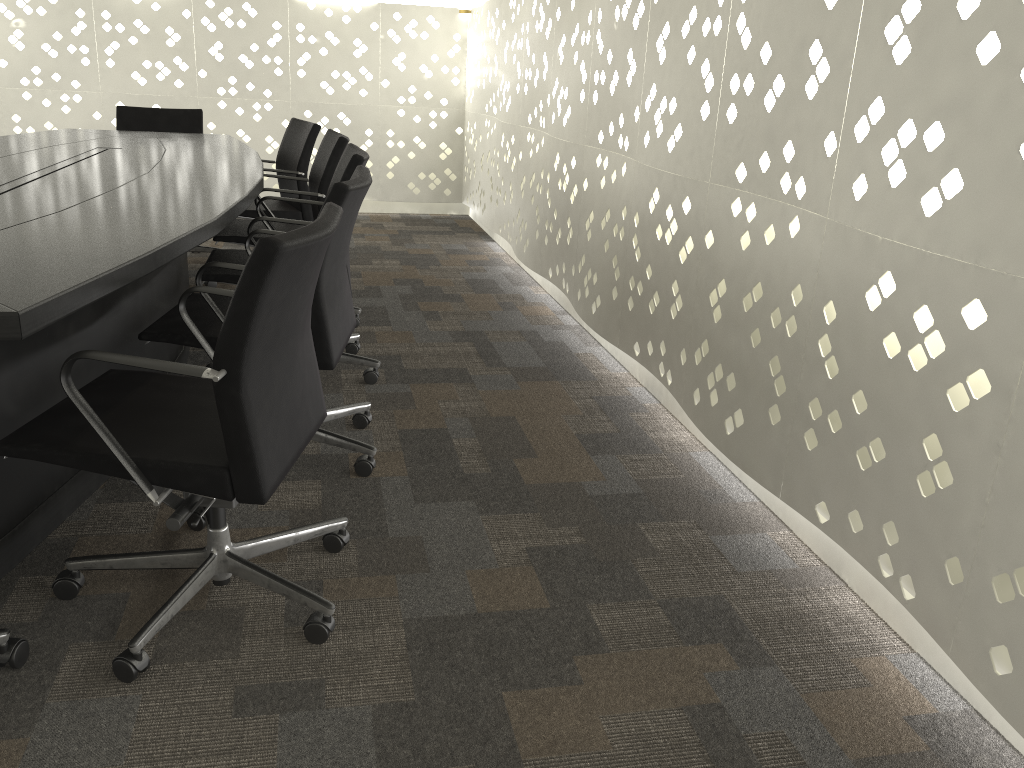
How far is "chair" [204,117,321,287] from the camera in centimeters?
393cm

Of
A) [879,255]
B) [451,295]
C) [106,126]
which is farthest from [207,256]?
[879,255]

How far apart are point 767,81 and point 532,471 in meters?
1.1

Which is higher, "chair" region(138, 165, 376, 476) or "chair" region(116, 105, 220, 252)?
"chair" region(116, 105, 220, 252)

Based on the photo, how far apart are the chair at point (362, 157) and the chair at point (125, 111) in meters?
1.7

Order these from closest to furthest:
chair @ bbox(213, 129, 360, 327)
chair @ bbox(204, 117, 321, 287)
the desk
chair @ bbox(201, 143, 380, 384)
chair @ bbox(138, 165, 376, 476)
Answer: the desk, chair @ bbox(138, 165, 376, 476), chair @ bbox(201, 143, 380, 384), chair @ bbox(213, 129, 360, 327), chair @ bbox(204, 117, 321, 287)

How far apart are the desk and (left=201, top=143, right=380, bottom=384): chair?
0.12m

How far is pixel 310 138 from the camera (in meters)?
3.93

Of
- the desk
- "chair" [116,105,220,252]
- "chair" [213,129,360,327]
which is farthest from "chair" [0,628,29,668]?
"chair" [116,105,220,252]

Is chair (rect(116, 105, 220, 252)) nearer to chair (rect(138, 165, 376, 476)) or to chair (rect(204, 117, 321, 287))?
chair (rect(204, 117, 321, 287))
